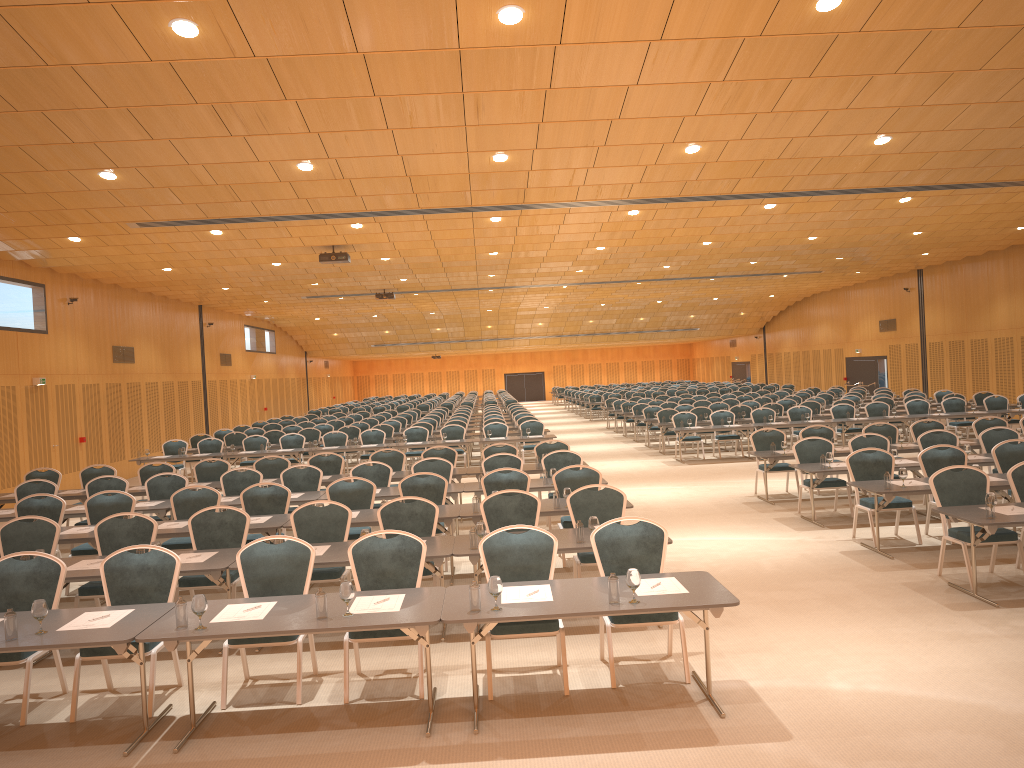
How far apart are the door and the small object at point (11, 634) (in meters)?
26.85

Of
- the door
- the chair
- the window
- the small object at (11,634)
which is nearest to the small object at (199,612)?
the small object at (11,634)

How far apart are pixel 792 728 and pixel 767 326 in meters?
43.9

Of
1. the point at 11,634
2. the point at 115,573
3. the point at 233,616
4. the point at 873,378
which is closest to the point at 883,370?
the point at 873,378

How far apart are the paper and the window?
27.46m

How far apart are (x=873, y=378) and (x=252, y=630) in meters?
33.3

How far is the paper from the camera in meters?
5.9

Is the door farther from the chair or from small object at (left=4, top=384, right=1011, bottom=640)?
small object at (left=4, top=384, right=1011, bottom=640)

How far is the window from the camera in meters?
33.9 m

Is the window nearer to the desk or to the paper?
the desk
